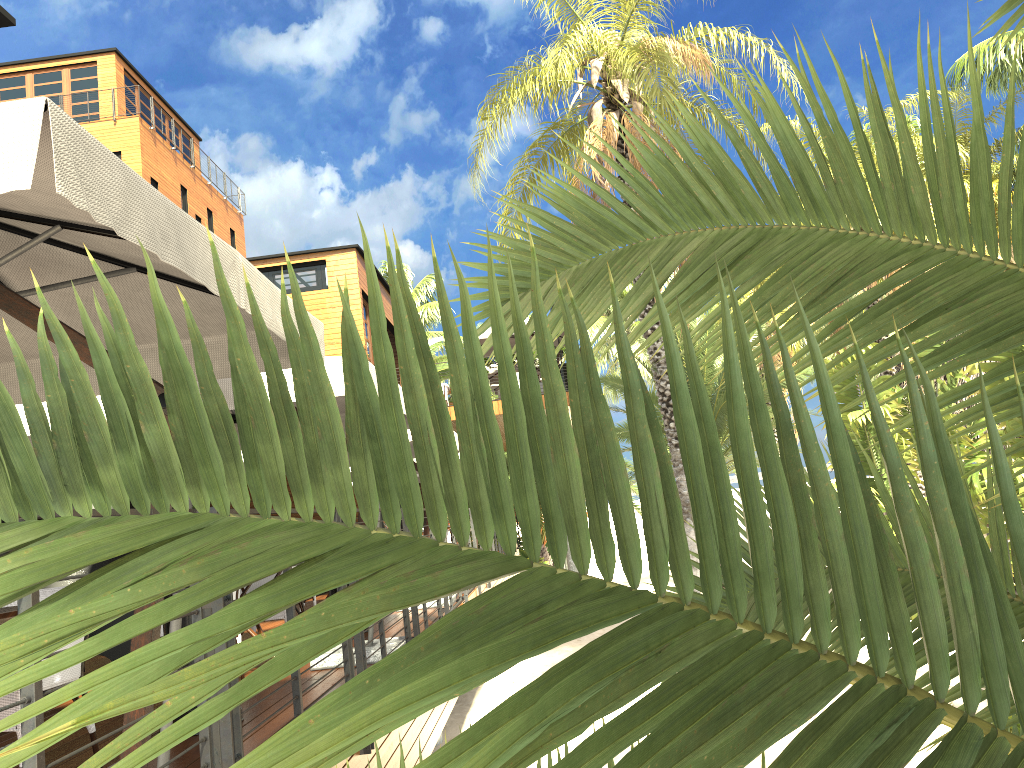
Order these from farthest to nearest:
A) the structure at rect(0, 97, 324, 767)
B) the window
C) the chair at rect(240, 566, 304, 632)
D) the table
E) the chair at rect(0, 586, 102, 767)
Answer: the window, the chair at rect(240, 566, 304, 632), the chair at rect(0, 586, 102, 767), the table, the structure at rect(0, 97, 324, 767)

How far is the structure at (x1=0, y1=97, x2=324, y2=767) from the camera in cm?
193

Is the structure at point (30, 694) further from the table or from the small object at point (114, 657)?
the small object at point (114, 657)

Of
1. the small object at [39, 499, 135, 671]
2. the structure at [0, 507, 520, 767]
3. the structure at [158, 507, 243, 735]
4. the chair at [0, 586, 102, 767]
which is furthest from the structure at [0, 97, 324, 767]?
the small object at [39, 499, 135, 671]

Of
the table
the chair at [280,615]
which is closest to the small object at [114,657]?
the chair at [280,615]

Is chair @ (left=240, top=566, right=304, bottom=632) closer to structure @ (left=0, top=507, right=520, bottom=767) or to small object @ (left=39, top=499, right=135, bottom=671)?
small object @ (left=39, top=499, right=135, bottom=671)

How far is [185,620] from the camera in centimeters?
441cm

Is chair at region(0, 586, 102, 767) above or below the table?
below

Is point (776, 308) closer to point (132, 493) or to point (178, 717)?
point (132, 493)

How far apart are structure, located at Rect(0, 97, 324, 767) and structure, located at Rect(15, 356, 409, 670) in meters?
1.0
